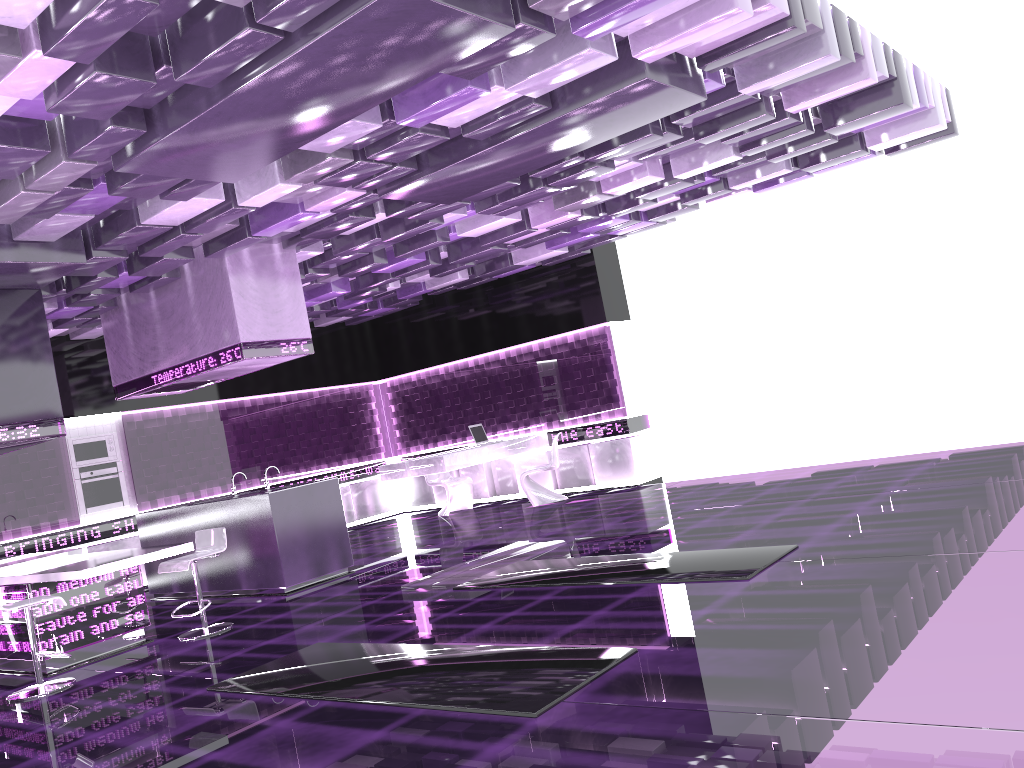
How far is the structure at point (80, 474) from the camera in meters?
10.3

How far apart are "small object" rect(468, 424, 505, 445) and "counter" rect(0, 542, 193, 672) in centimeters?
535cm

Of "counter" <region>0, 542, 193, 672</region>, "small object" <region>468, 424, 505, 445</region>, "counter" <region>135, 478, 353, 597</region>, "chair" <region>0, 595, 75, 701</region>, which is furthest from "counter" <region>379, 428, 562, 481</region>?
"chair" <region>0, 595, 75, 701</region>

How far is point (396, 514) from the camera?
13.8m

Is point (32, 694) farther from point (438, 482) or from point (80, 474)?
point (438, 482)

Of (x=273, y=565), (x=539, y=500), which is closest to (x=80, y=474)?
(x=273, y=565)

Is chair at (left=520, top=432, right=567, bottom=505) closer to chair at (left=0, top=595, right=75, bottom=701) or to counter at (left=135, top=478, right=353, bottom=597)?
counter at (left=135, top=478, right=353, bottom=597)

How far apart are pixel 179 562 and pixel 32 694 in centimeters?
130cm

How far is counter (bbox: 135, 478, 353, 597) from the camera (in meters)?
7.87

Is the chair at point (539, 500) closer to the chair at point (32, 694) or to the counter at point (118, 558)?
the counter at point (118, 558)
